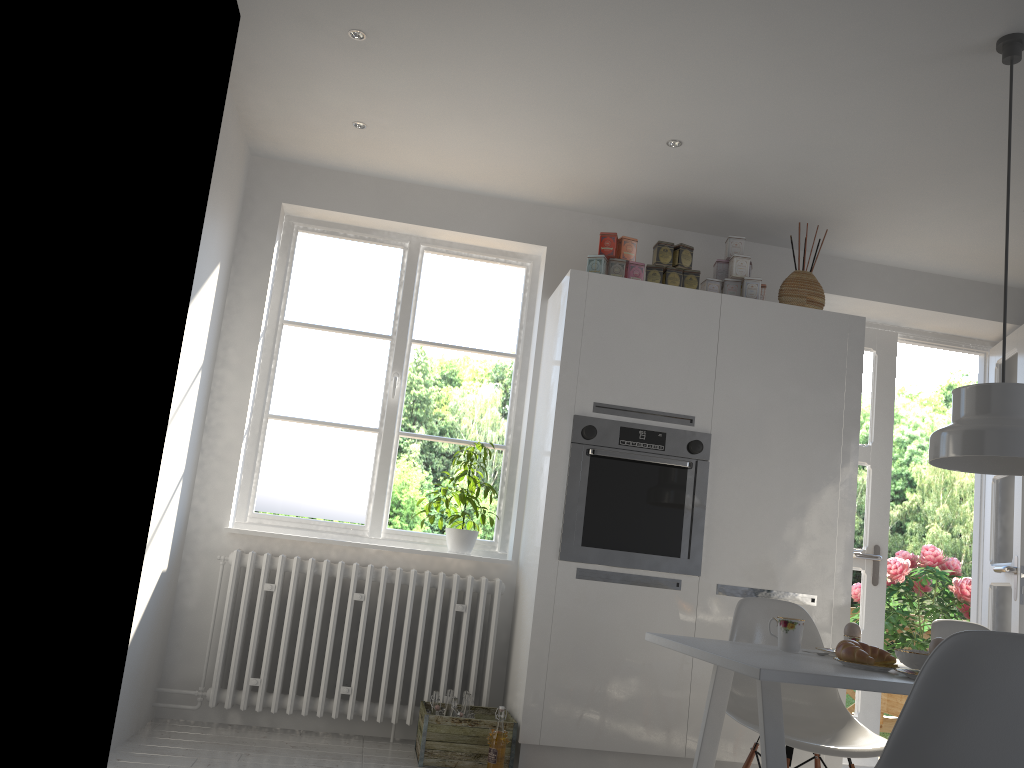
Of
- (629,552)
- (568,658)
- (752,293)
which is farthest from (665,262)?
(568,658)

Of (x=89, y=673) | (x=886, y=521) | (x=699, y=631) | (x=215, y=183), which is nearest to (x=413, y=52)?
(x=215, y=183)

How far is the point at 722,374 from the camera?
3.9 meters

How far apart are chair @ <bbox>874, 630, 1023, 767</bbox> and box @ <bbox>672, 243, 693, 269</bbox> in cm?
245

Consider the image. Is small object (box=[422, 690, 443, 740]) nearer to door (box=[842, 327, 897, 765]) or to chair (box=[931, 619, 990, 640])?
chair (box=[931, 619, 990, 640])

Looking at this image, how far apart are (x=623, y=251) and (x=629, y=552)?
1.3 meters

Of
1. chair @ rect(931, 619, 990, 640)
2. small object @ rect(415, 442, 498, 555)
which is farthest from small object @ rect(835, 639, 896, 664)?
small object @ rect(415, 442, 498, 555)

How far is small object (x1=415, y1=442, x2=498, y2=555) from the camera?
4.01m

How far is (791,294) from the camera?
4.0m

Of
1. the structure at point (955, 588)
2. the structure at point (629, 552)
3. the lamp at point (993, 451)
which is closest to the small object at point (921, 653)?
the lamp at point (993, 451)
